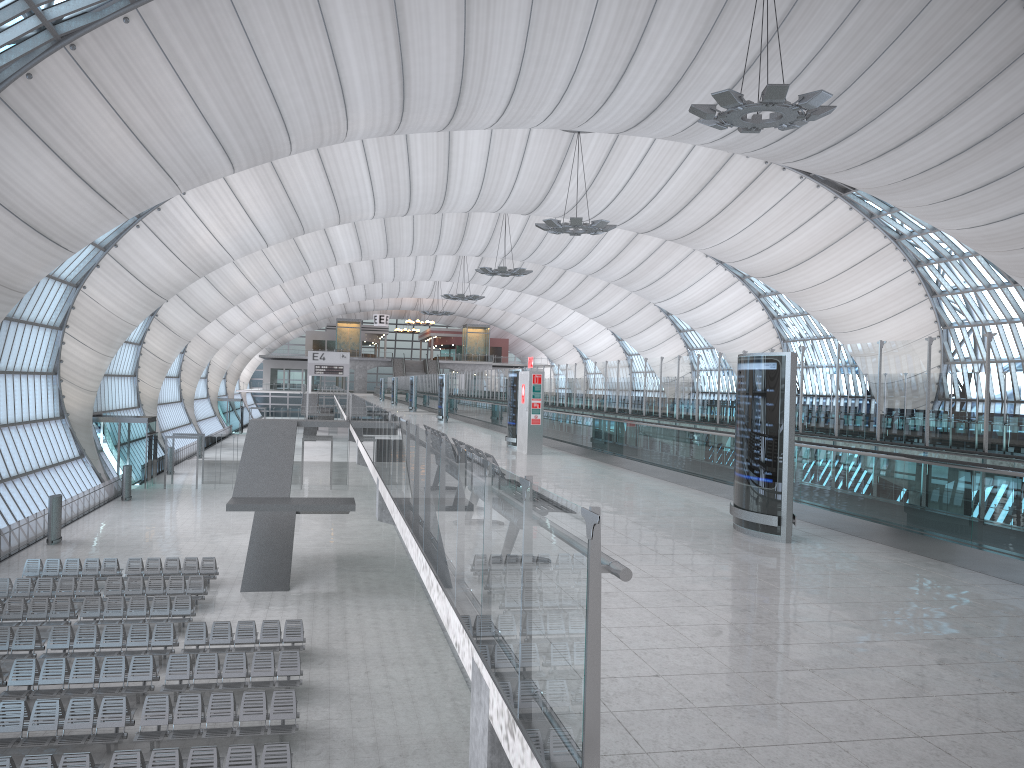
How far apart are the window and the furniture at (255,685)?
15.3m

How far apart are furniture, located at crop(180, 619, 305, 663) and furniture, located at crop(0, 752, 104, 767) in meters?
5.7

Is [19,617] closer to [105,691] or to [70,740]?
[105,691]

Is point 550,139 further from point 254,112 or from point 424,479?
point 424,479

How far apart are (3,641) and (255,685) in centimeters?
620cm

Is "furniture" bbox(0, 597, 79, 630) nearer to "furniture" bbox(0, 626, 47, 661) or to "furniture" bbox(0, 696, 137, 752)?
"furniture" bbox(0, 626, 47, 661)

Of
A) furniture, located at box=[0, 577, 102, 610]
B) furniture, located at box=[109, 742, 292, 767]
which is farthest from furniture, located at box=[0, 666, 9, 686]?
furniture, located at box=[0, 577, 102, 610]

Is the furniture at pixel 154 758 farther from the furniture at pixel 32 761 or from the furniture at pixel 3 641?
the furniture at pixel 3 641

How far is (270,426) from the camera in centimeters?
3144cm

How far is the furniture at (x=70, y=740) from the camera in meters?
14.6 m
